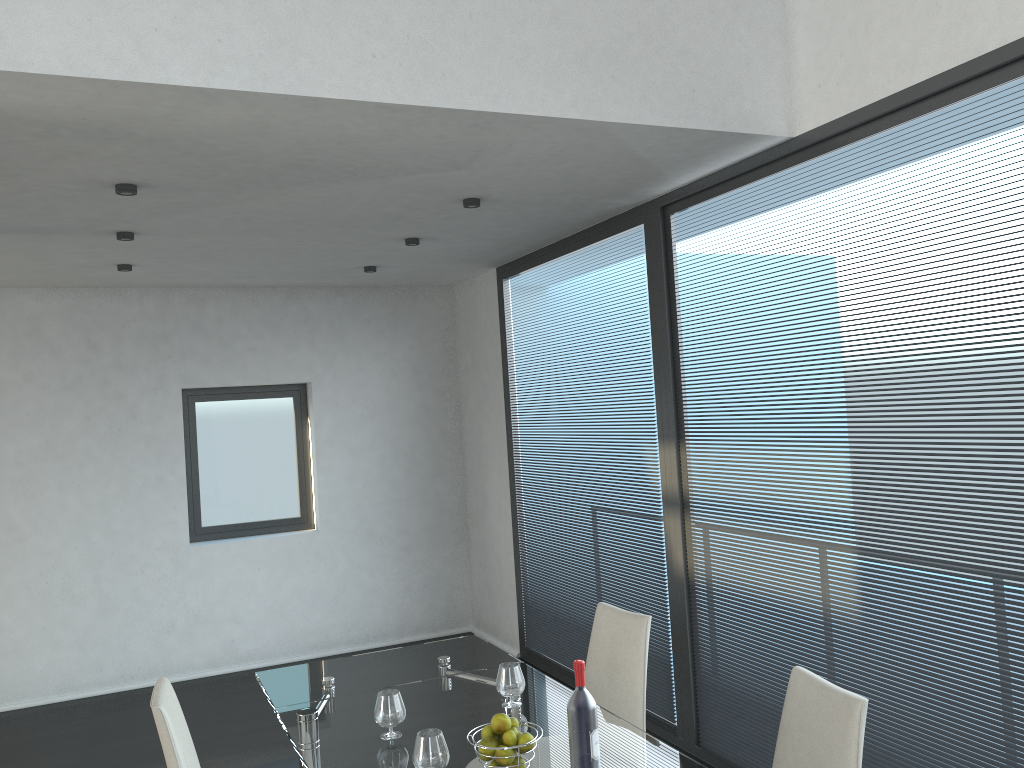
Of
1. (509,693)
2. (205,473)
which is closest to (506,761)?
(509,693)

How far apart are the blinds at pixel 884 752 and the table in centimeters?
108cm

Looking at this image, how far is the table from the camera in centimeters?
254cm

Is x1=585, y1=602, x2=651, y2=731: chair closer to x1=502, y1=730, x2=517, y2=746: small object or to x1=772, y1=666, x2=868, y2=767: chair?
x1=772, y1=666, x2=868, y2=767: chair

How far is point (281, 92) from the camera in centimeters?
265cm

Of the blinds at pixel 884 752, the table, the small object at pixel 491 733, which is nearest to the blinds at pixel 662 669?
the blinds at pixel 884 752

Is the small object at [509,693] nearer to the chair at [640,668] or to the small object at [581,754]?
the chair at [640,668]

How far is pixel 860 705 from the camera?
2.1m

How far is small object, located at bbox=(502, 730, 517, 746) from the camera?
2.33m

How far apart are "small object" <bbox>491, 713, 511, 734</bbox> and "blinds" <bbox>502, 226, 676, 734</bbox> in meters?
2.2
